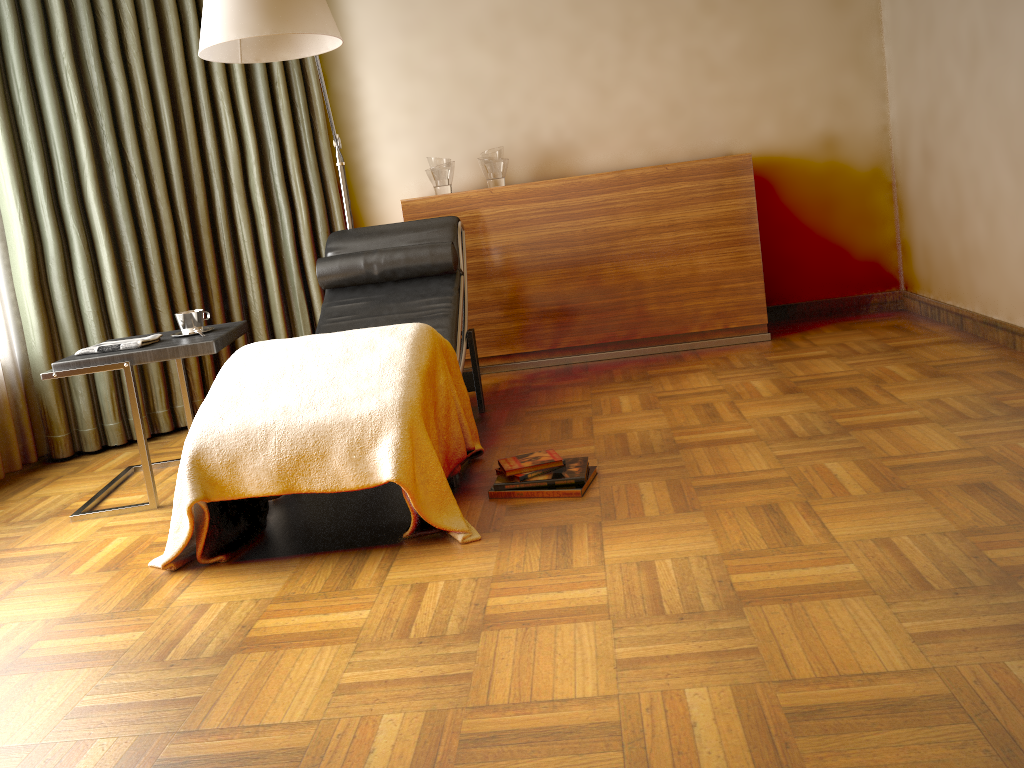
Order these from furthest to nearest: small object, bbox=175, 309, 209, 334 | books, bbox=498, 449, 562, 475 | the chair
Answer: the chair → small object, bbox=175, 309, 209, 334 → books, bbox=498, 449, 562, 475

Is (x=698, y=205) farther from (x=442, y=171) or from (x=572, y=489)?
(x=572, y=489)

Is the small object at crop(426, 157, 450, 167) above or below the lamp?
below

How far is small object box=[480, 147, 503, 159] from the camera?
4.22m

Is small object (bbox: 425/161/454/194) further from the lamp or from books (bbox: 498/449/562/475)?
books (bbox: 498/449/562/475)

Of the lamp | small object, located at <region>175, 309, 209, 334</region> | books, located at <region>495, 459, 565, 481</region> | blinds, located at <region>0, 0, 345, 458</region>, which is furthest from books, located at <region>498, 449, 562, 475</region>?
blinds, located at <region>0, 0, 345, 458</region>

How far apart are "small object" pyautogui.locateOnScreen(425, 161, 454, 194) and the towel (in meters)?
1.73

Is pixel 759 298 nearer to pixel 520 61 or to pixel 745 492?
pixel 520 61

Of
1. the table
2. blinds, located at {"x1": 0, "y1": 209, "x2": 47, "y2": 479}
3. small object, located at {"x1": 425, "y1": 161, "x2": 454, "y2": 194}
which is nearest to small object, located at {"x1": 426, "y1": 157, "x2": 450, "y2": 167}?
small object, located at {"x1": 425, "y1": 161, "x2": 454, "y2": 194}

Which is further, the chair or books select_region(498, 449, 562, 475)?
the chair
